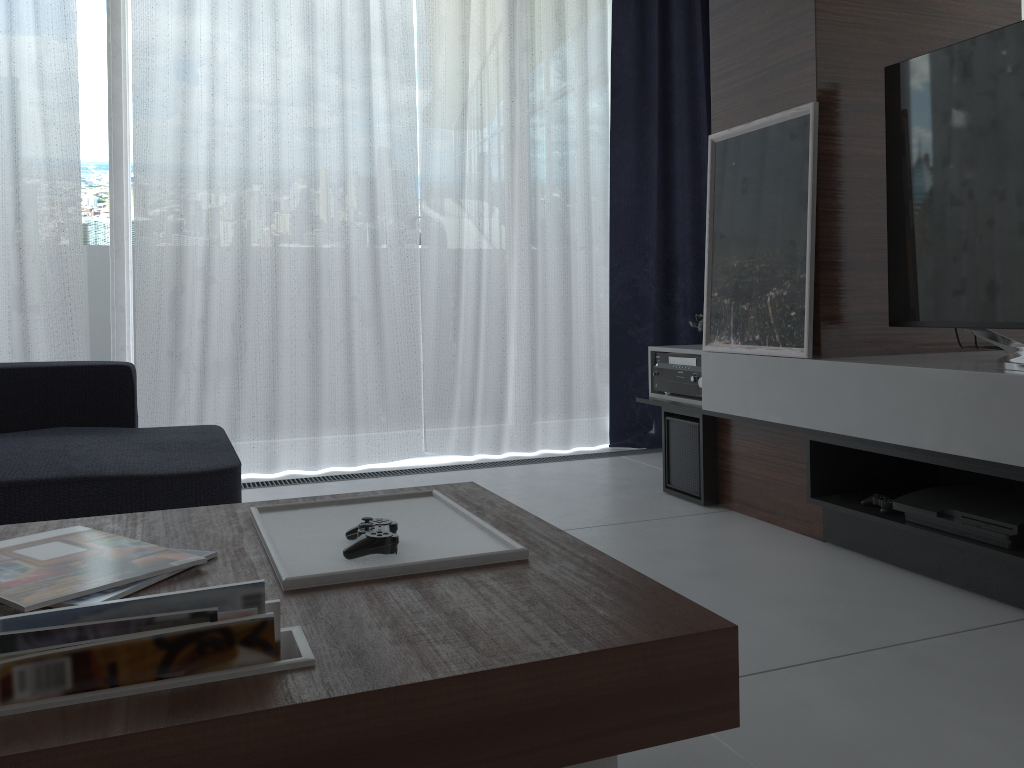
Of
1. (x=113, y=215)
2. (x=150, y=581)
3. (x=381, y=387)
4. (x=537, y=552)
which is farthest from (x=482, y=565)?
(x=113, y=215)

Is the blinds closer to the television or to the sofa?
the sofa

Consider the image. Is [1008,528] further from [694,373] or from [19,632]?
[19,632]

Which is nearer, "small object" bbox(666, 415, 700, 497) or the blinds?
"small object" bbox(666, 415, 700, 497)

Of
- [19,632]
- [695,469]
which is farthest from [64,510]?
[695,469]

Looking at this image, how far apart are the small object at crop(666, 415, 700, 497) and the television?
0.75m

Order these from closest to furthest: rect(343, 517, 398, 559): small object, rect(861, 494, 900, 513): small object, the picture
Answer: rect(343, 517, 398, 559): small object → rect(861, 494, 900, 513): small object → the picture

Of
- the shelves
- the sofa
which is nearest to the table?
the sofa

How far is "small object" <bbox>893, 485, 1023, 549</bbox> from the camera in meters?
1.9 m

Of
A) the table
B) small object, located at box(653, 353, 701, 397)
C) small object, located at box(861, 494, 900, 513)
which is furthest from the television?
the table
